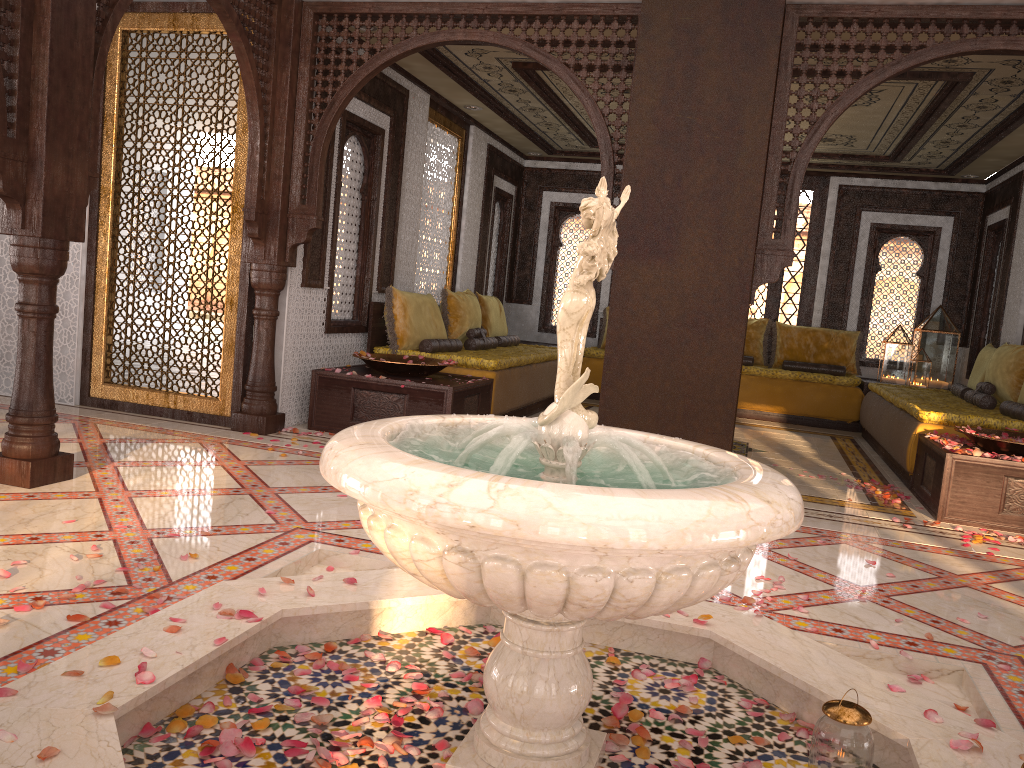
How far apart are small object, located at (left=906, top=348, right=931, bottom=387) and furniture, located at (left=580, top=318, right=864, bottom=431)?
0.59m

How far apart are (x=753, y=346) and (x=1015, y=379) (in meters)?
3.56

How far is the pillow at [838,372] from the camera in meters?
9.8

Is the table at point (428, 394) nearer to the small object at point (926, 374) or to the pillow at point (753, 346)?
the pillow at point (753, 346)

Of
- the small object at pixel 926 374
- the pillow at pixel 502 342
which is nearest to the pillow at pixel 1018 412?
the small object at pixel 926 374

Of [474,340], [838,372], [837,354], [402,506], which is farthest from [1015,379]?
[402,506]

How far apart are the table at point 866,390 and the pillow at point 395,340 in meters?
4.6 m

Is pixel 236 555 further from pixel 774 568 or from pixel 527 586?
pixel 774 568

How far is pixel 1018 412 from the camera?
6.2 meters

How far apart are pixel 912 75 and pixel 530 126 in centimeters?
411cm
